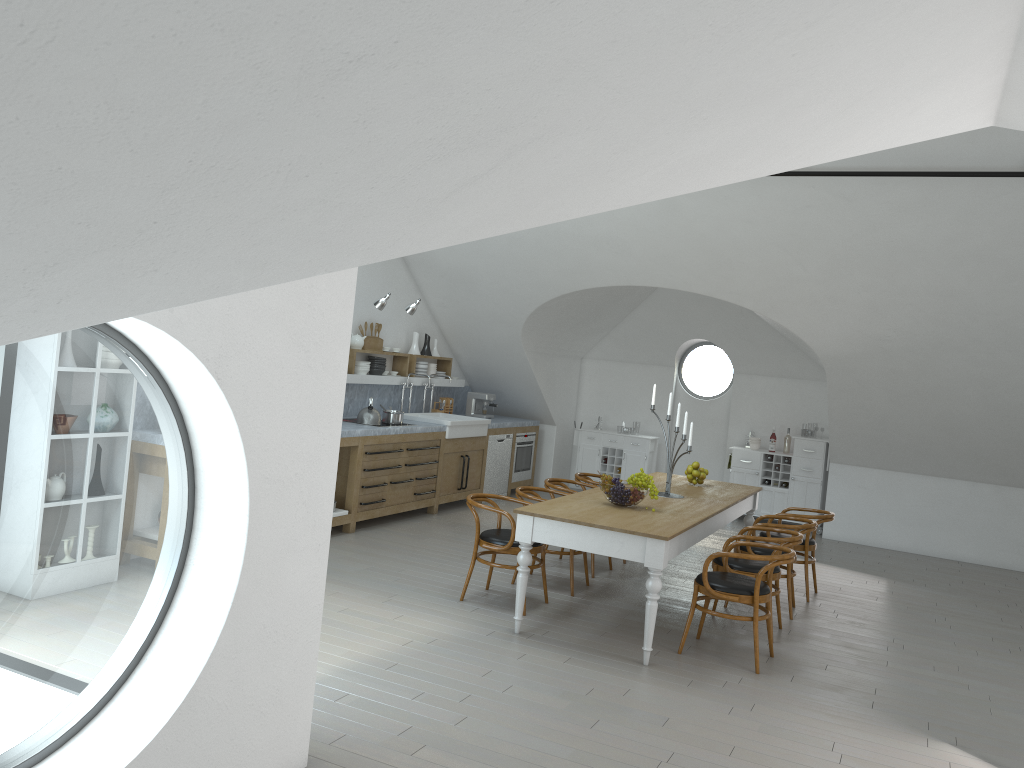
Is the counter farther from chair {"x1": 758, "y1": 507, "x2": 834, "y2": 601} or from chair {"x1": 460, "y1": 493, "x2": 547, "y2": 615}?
chair {"x1": 758, "y1": 507, "x2": 834, "y2": 601}

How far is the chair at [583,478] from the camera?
8.3 meters

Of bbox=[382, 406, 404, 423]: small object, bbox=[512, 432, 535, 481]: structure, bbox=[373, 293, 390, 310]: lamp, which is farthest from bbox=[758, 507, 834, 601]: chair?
bbox=[512, 432, 535, 481]: structure

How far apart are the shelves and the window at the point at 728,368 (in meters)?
3.16

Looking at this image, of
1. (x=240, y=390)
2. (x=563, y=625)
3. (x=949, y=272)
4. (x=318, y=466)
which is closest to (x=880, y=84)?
(x=240, y=390)

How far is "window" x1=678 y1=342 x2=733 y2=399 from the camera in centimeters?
4644cm

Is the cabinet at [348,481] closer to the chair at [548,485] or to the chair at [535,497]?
the chair at [548,485]

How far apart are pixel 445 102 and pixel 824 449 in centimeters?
1013cm

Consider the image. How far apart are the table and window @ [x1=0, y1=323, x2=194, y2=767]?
2.7 meters

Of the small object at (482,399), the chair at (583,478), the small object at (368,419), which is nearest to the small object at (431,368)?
the small object at (482,399)
